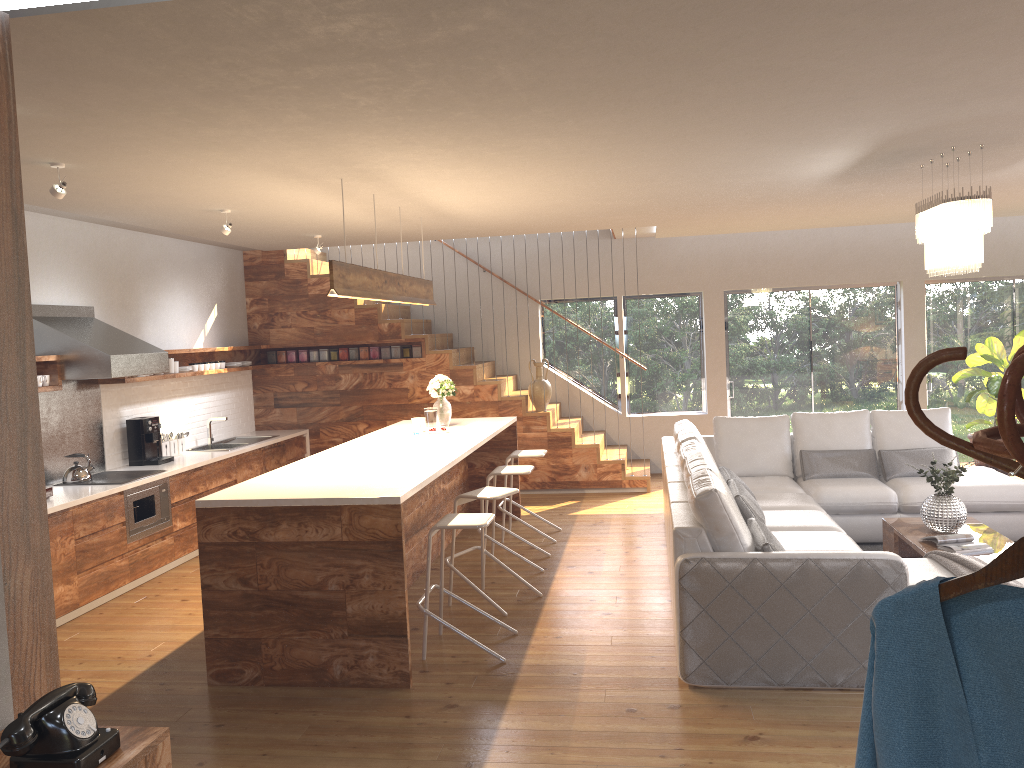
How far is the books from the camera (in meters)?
5.34

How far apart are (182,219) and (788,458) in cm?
525

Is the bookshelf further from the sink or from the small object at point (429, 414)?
the sink

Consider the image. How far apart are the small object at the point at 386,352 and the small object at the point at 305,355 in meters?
0.9 m

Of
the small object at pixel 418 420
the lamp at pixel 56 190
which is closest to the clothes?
the lamp at pixel 56 190

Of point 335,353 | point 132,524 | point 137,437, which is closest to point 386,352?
point 335,353

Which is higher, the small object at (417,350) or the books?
the small object at (417,350)

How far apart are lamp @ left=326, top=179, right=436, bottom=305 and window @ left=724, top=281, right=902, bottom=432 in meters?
4.4 m

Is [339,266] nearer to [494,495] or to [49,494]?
[494,495]

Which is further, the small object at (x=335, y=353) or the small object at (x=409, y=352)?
the small object at (x=335, y=353)
